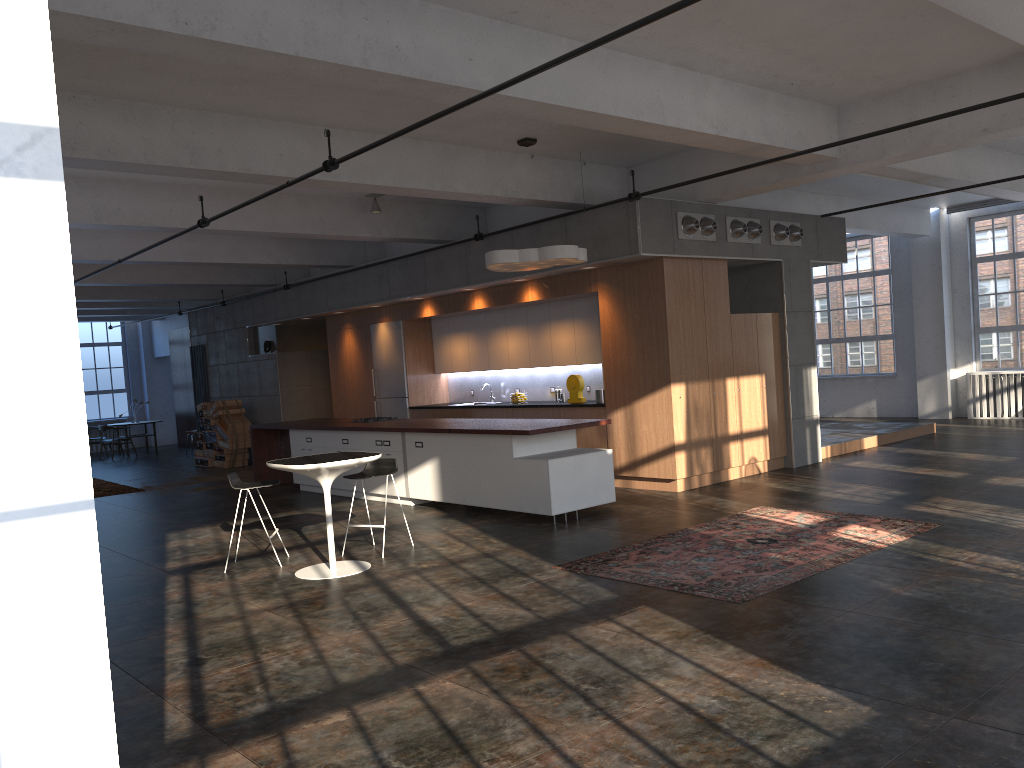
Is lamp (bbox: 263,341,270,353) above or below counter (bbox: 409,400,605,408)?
above

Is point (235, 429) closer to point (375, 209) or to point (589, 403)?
point (375, 209)

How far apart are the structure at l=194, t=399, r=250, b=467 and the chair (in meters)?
9.69

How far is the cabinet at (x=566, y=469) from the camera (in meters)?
8.77

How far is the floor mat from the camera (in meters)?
6.13

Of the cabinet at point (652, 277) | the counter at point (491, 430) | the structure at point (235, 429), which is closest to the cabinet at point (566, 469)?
the counter at point (491, 430)

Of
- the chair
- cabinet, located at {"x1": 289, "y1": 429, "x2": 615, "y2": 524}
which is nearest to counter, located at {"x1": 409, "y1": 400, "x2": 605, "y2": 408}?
cabinet, located at {"x1": 289, "y1": 429, "x2": 615, "y2": 524}

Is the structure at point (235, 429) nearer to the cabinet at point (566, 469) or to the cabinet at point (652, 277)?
the cabinet at point (652, 277)

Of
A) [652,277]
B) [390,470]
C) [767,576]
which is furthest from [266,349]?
[767,576]

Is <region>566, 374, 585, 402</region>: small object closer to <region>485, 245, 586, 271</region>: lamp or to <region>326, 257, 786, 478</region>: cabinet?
<region>326, 257, 786, 478</region>: cabinet
